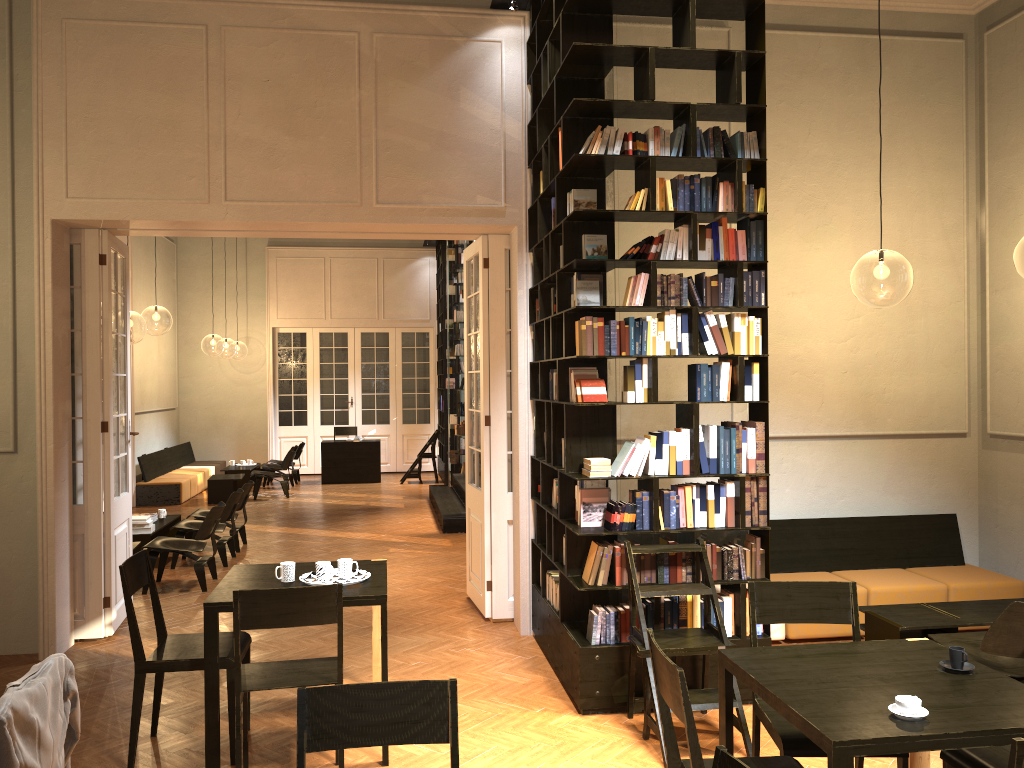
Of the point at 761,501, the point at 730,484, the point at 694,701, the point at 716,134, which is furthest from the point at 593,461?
the point at 716,134

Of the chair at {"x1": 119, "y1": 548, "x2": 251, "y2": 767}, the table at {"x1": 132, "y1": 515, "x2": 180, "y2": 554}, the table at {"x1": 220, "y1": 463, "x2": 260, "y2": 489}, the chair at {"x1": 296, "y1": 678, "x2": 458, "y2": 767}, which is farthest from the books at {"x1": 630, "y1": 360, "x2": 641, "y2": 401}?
the table at {"x1": 220, "y1": 463, "x2": 260, "y2": 489}

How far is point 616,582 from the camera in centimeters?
534cm

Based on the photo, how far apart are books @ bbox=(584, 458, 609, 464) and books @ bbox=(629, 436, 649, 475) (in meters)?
0.17

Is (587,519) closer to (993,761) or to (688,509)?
(688,509)

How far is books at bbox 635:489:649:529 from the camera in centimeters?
541cm

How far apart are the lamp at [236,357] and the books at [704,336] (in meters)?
44.15

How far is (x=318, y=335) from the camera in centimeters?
1925cm

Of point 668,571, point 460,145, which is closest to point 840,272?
point 460,145

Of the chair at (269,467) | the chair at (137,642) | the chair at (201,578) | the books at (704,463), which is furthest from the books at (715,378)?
the chair at (269,467)
